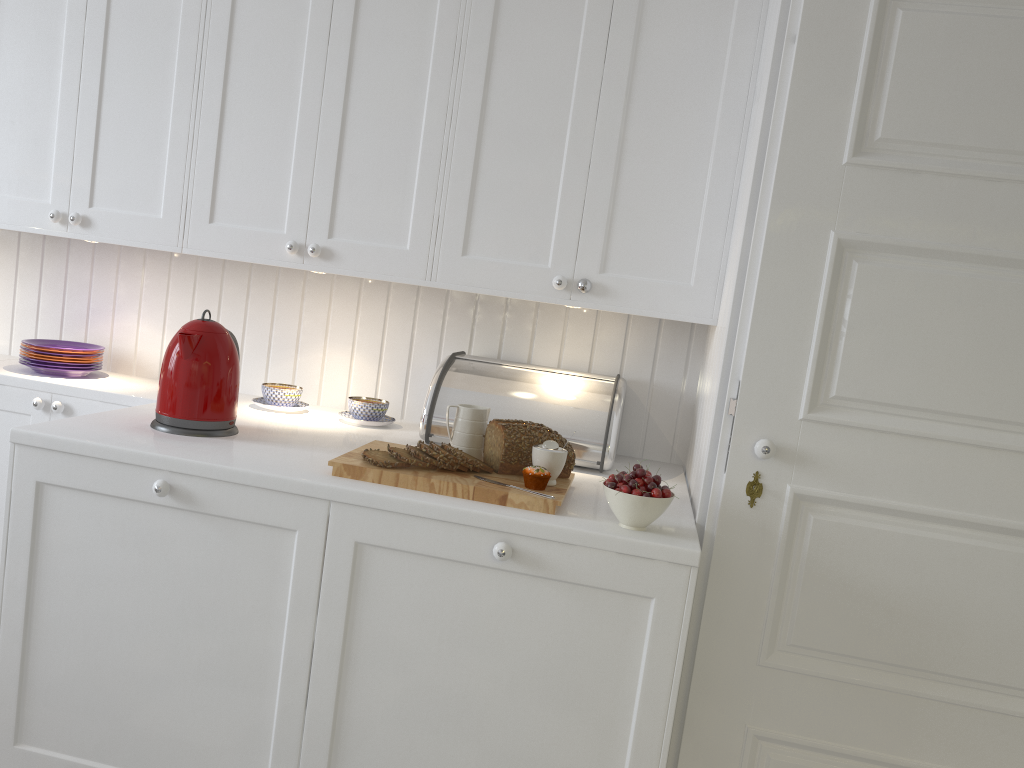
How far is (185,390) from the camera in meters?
1.9 m

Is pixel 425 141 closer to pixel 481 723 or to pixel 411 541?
pixel 411 541

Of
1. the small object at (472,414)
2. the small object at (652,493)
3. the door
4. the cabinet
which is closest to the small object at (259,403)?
the cabinet

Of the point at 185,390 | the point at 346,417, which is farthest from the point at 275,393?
the point at 185,390

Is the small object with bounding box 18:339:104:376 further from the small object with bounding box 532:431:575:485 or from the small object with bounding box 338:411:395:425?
the small object with bounding box 532:431:575:485

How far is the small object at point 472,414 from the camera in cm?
194

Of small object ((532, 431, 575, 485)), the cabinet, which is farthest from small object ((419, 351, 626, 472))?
small object ((532, 431, 575, 485))

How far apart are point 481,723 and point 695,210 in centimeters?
125cm

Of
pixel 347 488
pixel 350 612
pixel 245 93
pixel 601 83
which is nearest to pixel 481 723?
pixel 350 612

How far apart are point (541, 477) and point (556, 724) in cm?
46
